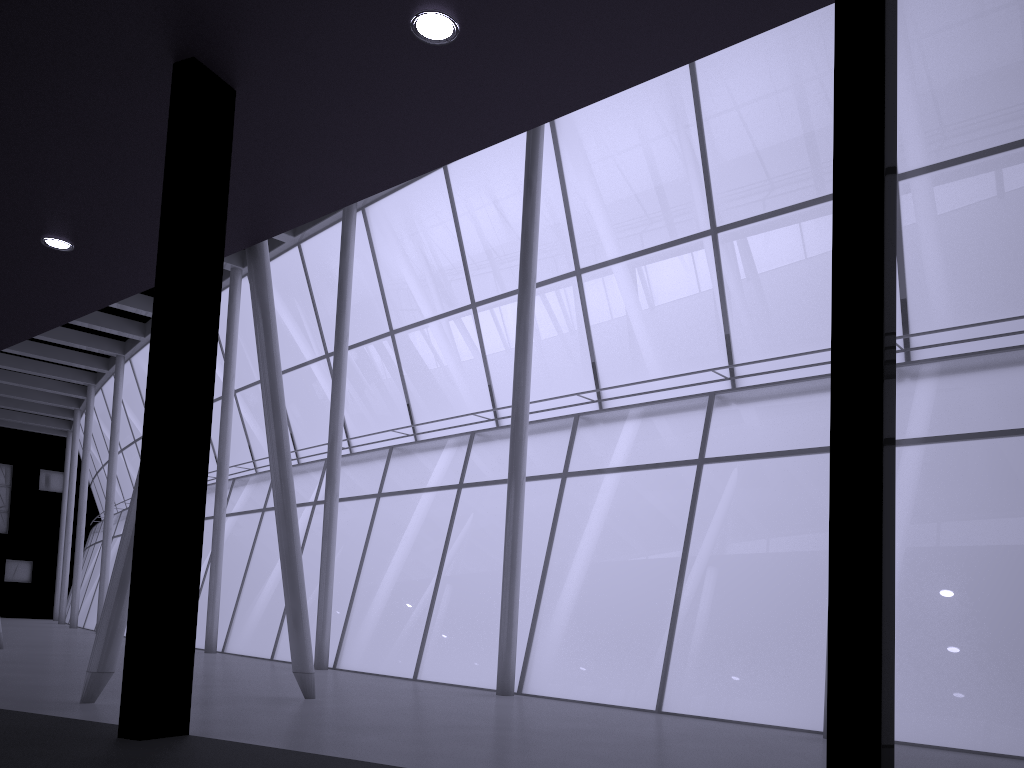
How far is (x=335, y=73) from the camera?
11.2m

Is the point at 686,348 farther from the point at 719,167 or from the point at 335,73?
the point at 335,73

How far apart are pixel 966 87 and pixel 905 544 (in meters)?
15.79
